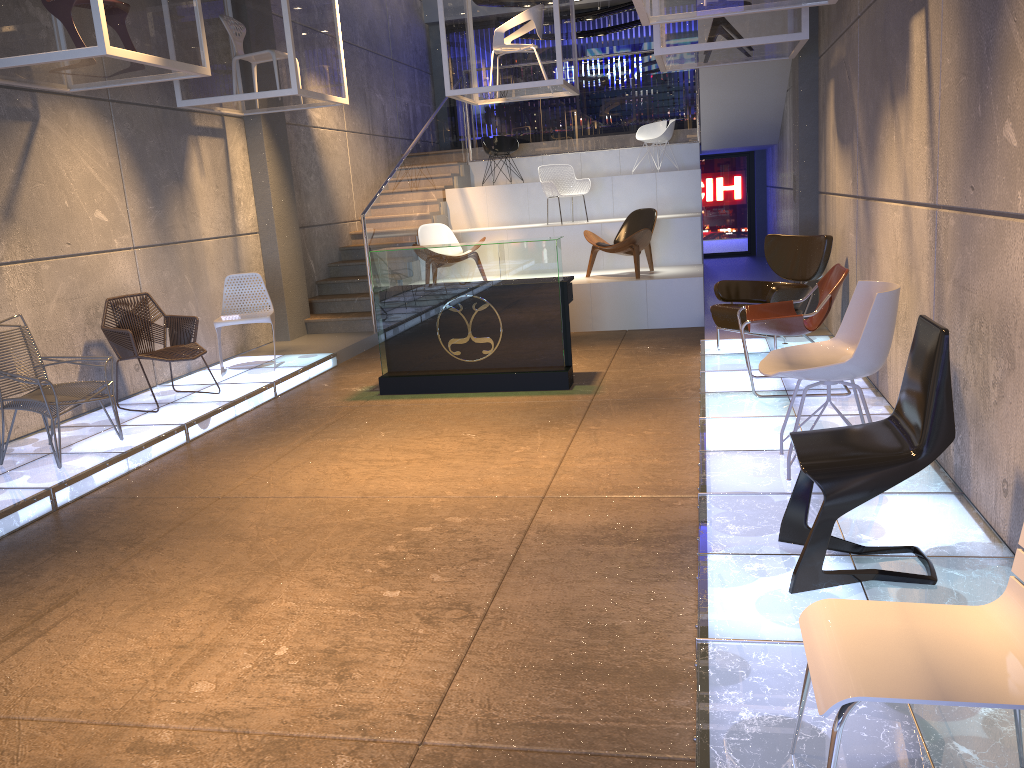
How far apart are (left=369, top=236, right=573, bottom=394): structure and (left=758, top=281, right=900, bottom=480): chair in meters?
2.7

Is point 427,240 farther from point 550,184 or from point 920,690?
point 920,690

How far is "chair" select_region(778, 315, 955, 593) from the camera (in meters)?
2.92

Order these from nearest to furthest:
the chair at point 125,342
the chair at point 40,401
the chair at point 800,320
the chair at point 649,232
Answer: the chair at point 40,401 < the chair at point 800,320 < the chair at point 125,342 < the chair at point 649,232

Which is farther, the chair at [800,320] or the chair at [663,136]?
the chair at [663,136]

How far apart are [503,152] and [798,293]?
7.52m

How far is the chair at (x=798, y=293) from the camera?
7.0 meters

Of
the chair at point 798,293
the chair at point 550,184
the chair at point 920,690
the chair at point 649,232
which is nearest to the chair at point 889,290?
the chair at point 920,690

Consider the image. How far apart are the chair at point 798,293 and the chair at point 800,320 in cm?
55

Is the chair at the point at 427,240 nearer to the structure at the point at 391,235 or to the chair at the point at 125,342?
the structure at the point at 391,235
